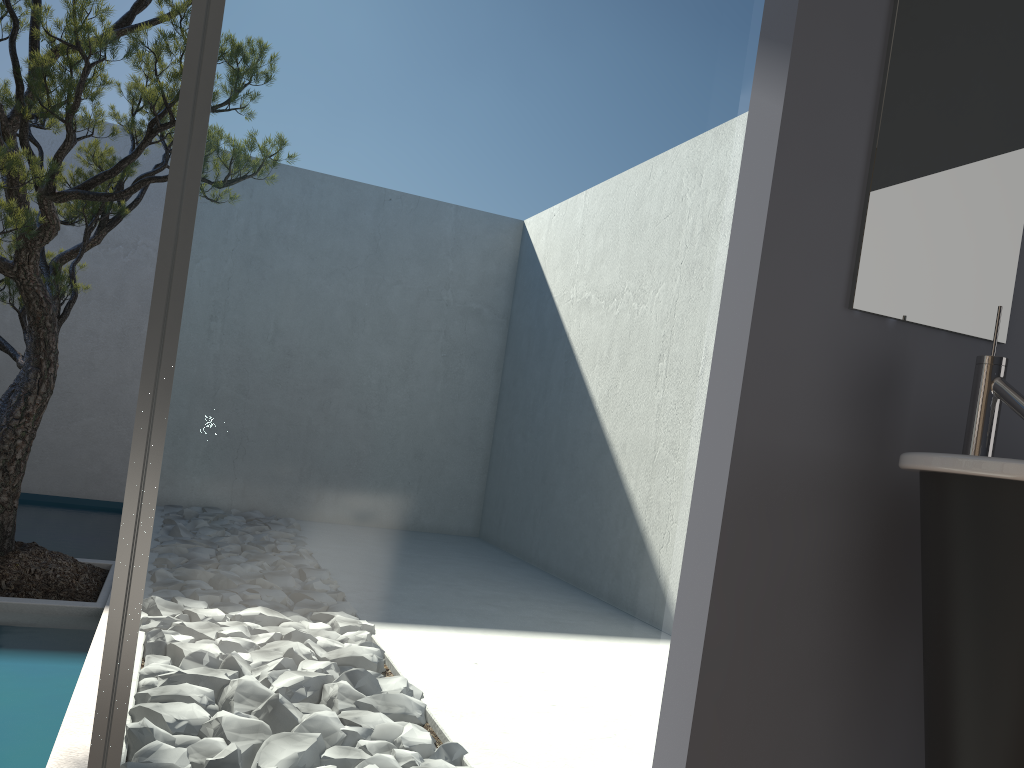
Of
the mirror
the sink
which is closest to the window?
the mirror

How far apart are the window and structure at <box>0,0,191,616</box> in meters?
1.9 m

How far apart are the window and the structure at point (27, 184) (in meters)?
1.90

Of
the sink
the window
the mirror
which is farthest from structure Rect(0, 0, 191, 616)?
the sink

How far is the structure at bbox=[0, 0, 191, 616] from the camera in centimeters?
309cm

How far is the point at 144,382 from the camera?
1.2m

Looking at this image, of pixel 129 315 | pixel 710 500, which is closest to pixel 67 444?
pixel 129 315

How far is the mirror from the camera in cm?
153

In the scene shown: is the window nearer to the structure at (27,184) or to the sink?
the sink

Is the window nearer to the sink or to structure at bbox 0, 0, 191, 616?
the sink
